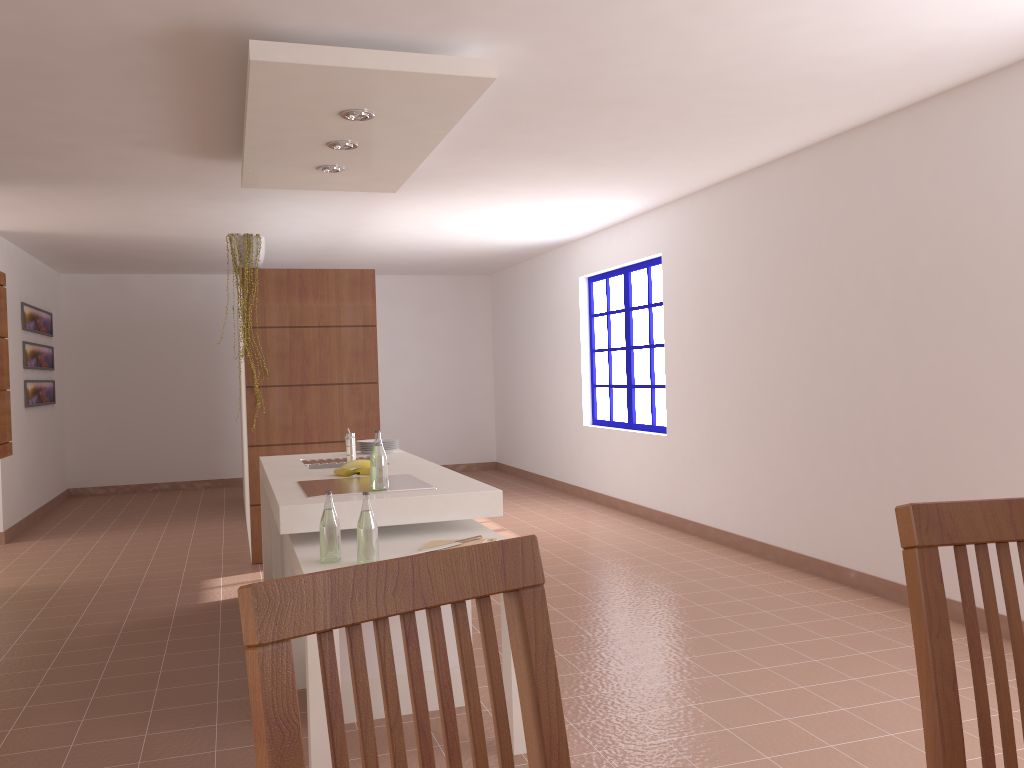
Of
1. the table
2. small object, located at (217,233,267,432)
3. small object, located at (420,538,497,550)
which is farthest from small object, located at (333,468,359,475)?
small object, located at (217,233,267,432)

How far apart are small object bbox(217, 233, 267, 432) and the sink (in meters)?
1.76

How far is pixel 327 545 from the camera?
2.9 meters

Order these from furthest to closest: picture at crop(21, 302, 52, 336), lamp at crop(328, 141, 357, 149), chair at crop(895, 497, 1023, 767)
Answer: picture at crop(21, 302, 52, 336) < lamp at crop(328, 141, 357, 149) < chair at crop(895, 497, 1023, 767)

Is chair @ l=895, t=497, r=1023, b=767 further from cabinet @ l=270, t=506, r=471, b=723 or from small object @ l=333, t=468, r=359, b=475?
small object @ l=333, t=468, r=359, b=475

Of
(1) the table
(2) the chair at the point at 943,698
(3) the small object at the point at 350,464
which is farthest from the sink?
(2) the chair at the point at 943,698

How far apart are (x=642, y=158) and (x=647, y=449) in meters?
2.7 m

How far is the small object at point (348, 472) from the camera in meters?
4.0

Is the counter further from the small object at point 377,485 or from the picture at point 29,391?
the picture at point 29,391

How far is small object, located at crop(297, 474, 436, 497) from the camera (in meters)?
3.46
